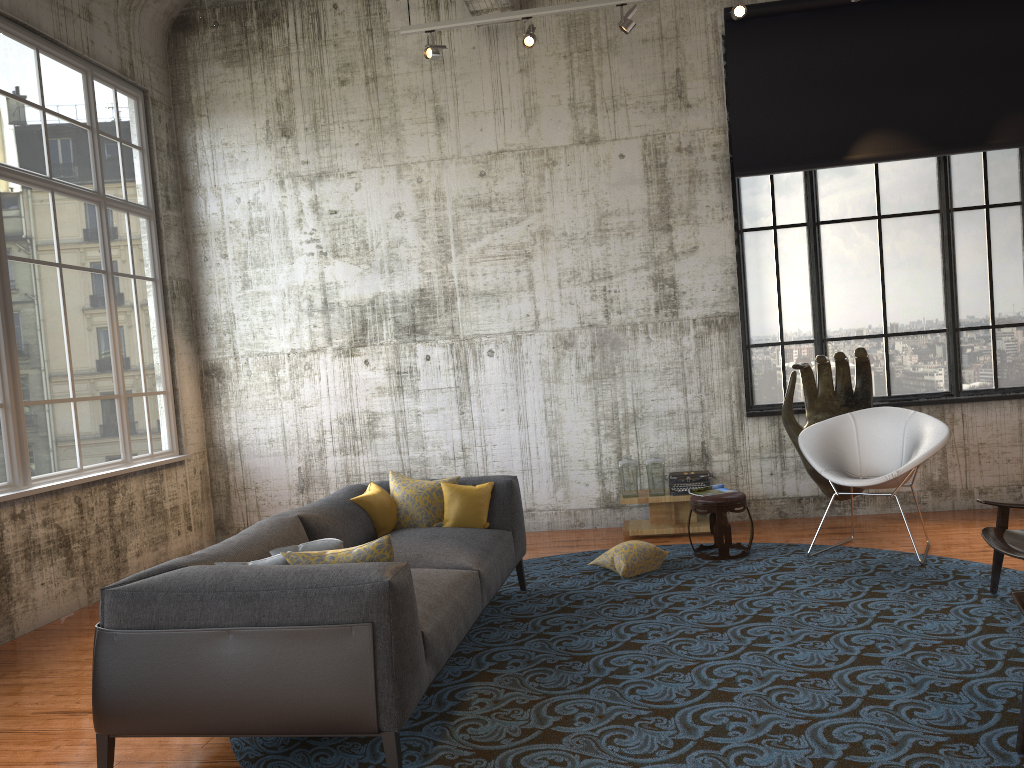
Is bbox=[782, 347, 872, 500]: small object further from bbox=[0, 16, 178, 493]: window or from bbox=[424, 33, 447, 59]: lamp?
bbox=[0, 16, 178, 493]: window

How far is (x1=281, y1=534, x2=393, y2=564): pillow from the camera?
3.6m

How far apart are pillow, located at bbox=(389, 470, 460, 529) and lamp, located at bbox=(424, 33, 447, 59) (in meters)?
3.50

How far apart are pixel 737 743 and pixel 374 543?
1.6 meters

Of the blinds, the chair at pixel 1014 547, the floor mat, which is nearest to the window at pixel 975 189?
the blinds

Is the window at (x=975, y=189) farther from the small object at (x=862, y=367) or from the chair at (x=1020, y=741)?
the chair at (x=1020, y=741)

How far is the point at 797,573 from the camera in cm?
600

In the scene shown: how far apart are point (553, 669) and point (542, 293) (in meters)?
4.34

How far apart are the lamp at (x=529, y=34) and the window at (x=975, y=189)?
2.3 meters

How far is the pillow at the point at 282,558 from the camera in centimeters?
370cm
